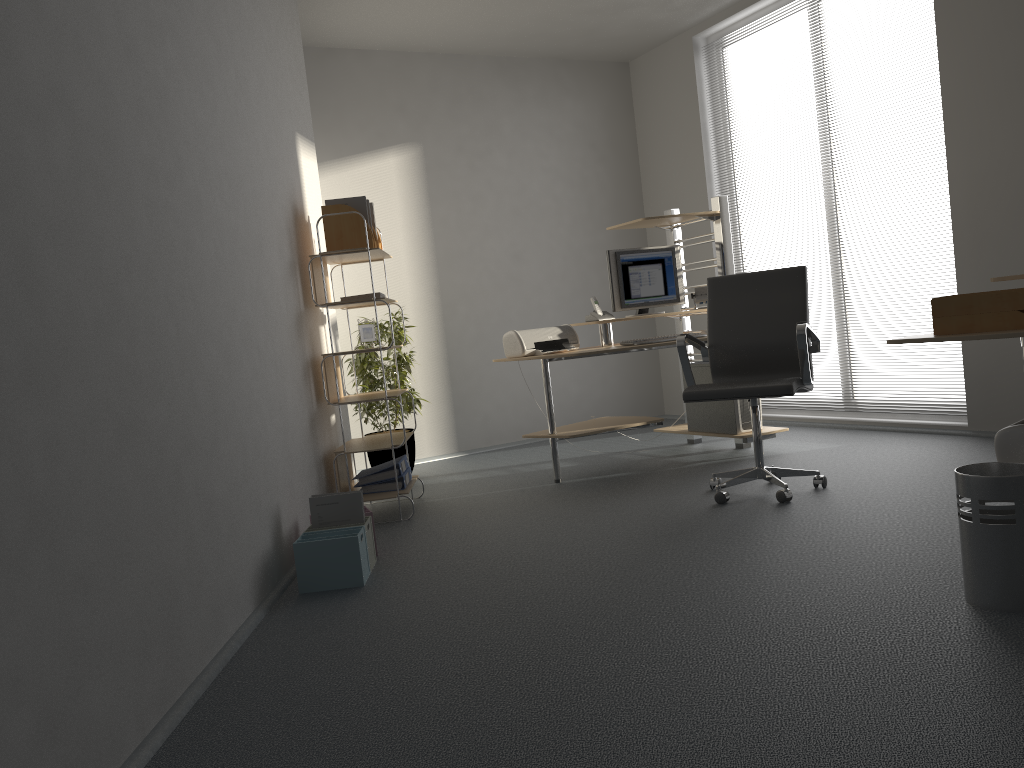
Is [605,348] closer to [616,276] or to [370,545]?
[616,276]

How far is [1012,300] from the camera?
2.59m

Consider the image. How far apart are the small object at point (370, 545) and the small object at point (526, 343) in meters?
1.7 m

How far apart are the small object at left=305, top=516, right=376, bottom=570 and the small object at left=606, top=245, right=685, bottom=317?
2.4 meters

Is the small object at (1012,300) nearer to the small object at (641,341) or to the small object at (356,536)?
the small object at (356,536)

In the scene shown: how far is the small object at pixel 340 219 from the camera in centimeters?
457cm

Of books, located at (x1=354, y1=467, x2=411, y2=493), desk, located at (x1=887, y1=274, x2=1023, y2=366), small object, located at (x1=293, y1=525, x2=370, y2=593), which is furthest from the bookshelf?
desk, located at (x1=887, y1=274, x2=1023, y2=366)

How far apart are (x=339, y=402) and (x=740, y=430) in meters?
2.3

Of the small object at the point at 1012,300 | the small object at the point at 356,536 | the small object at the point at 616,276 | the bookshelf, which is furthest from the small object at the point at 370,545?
the small object at the point at 616,276

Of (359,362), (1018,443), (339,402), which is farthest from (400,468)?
(1018,443)
